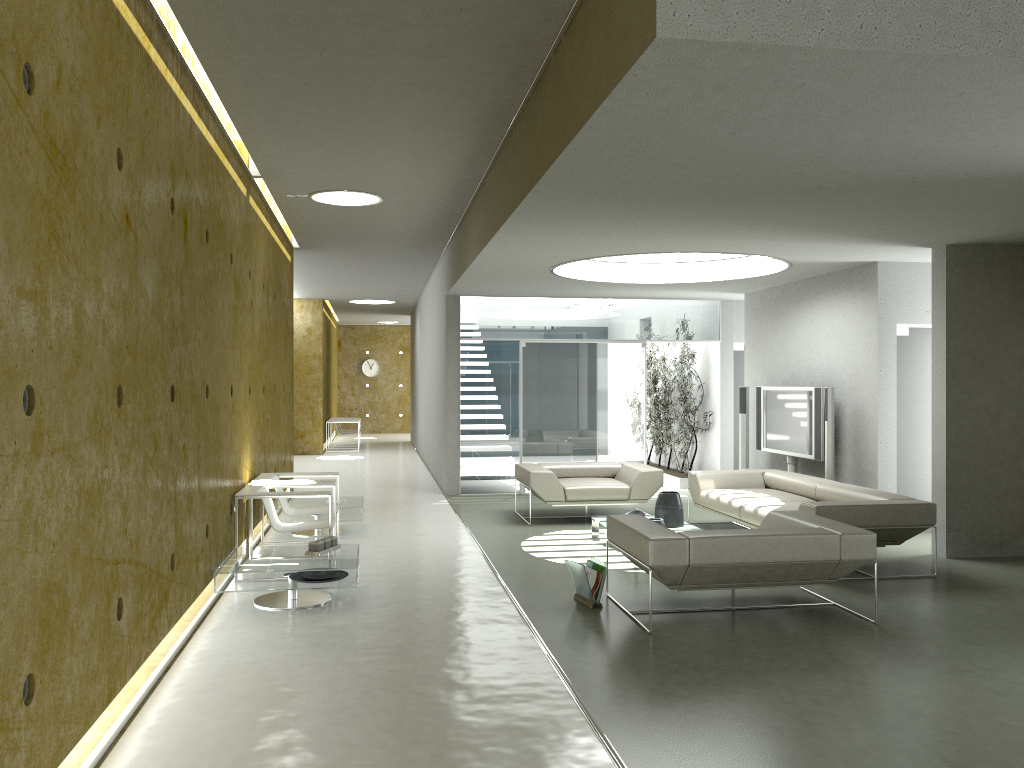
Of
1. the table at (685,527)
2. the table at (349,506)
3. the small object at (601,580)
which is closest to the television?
the table at (685,527)

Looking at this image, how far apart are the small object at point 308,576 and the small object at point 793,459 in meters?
5.9

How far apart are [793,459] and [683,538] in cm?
516

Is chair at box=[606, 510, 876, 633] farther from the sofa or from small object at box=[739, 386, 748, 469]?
small object at box=[739, 386, 748, 469]

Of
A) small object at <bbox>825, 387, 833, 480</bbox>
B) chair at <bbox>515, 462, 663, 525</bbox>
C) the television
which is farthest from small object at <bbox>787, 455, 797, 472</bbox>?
chair at <bbox>515, 462, 663, 525</bbox>

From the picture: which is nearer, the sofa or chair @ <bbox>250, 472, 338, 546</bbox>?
the sofa

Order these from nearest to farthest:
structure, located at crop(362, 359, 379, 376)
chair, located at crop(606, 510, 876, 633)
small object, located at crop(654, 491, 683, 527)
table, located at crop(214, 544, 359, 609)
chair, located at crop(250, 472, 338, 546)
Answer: chair, located at crop(606, 510, 876, 633)
table, located at crop(214, 544, 359, 609)
chair, located at crop(250, 472, 338, 546)
small object, located at crop(654, 491, 683, 527)
structure, located at crop(362, 359, 379, 376)

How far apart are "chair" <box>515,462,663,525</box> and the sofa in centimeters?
36cm

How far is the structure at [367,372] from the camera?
26.7m

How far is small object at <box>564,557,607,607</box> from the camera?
5.9 meters
